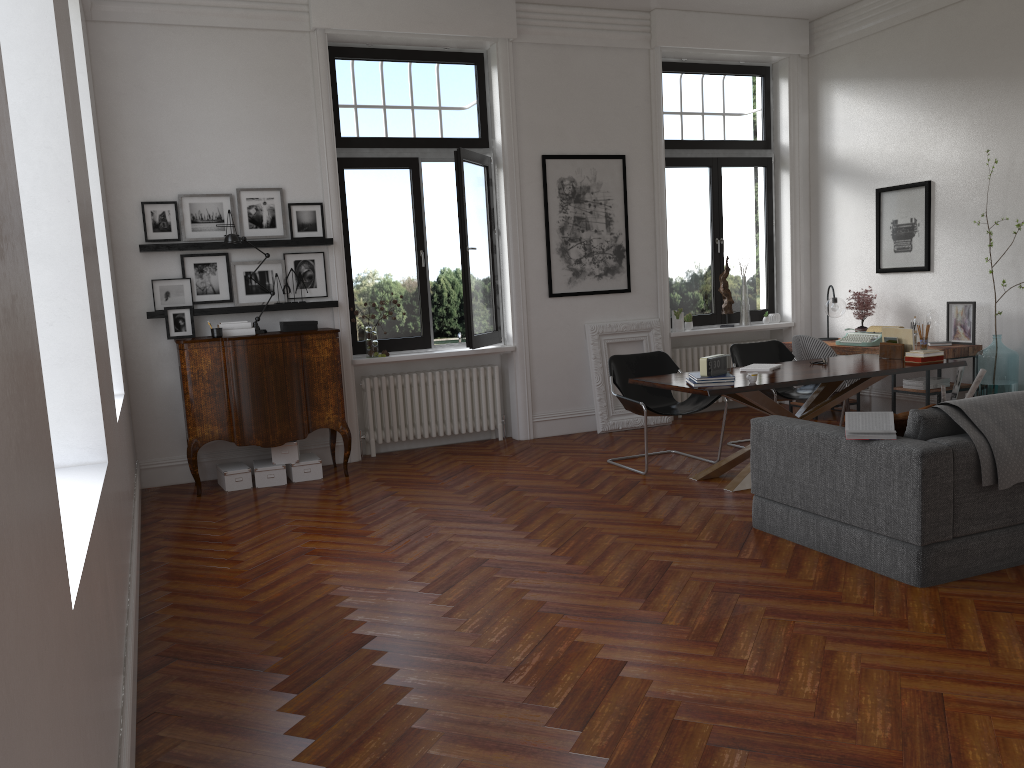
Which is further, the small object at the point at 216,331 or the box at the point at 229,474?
the box at the point at 229,474

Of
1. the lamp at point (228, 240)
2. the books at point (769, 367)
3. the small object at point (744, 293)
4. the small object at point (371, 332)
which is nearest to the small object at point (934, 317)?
the small object at point (744, 293)

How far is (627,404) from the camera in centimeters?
680cm

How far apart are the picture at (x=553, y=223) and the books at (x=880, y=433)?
4.31m

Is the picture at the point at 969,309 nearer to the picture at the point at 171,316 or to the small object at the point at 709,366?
the small object at the point at 709,366

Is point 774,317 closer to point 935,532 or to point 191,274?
point 935,532

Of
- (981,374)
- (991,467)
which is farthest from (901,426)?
(981,374)

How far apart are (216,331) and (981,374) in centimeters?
601cm

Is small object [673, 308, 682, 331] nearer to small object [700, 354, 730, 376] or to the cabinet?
small object [700, 354, 730, 376]

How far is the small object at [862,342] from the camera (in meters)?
7.99
